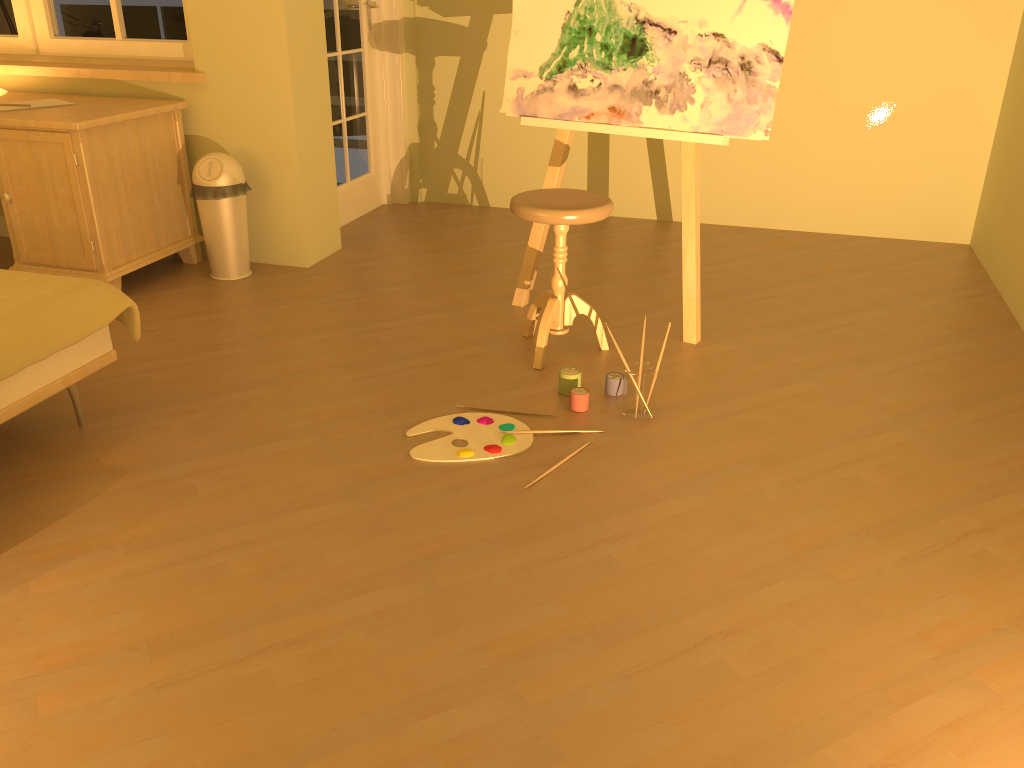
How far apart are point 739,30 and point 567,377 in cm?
130

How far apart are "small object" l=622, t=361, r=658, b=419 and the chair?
0.41m

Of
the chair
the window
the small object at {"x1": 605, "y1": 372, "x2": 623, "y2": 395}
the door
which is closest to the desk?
the window

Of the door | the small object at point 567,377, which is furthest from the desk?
the small object at point 567,377

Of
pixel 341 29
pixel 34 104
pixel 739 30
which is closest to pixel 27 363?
pixel 34 104

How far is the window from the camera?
3.97m

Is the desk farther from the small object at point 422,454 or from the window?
the small object at point 422,454

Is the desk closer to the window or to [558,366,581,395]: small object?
the window

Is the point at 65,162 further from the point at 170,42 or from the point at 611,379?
the point at 611,379

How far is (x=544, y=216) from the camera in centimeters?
283cm
